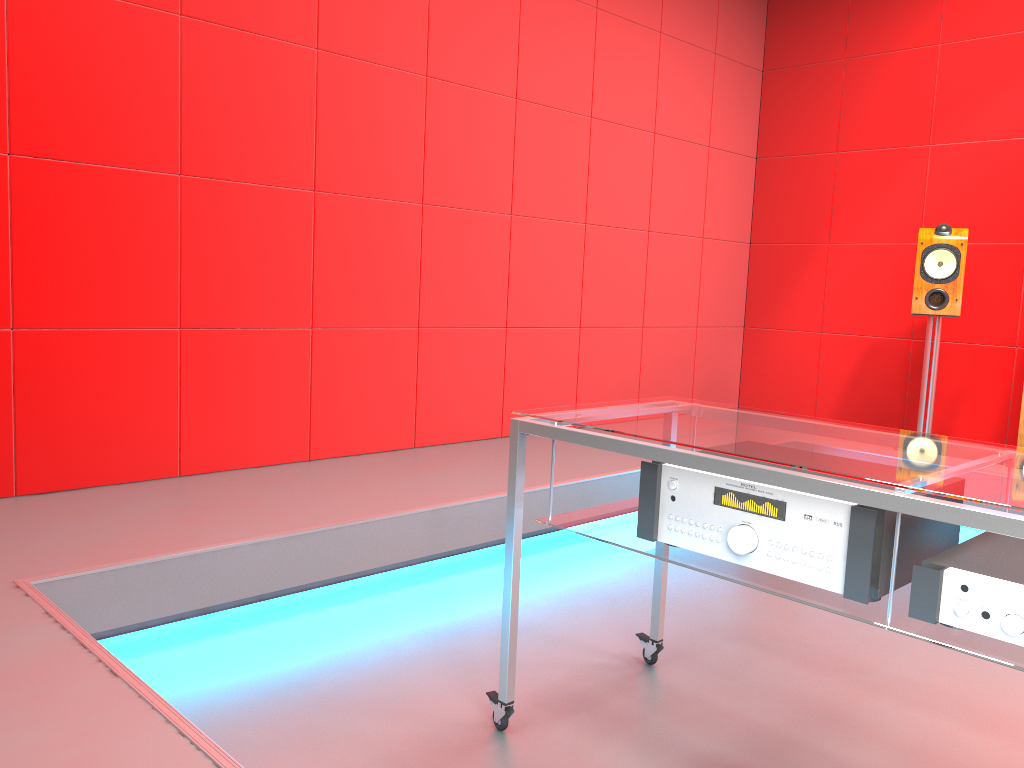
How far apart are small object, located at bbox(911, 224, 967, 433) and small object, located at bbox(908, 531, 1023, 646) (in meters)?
2.89

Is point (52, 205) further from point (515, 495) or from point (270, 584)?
point (515, 495)

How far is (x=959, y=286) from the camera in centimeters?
399cm

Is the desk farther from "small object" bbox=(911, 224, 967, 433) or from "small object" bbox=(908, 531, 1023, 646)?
"small object" bbox=(911, 224, 967, 433)

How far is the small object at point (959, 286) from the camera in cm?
399

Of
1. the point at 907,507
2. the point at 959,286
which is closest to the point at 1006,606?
the point at 907,507

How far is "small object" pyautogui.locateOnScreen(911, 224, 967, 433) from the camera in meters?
4.0

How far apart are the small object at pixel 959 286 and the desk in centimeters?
246cm

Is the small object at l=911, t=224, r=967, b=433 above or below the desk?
above

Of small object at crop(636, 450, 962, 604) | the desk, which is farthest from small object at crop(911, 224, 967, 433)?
small object at crop(636, 450, 962, 604)
